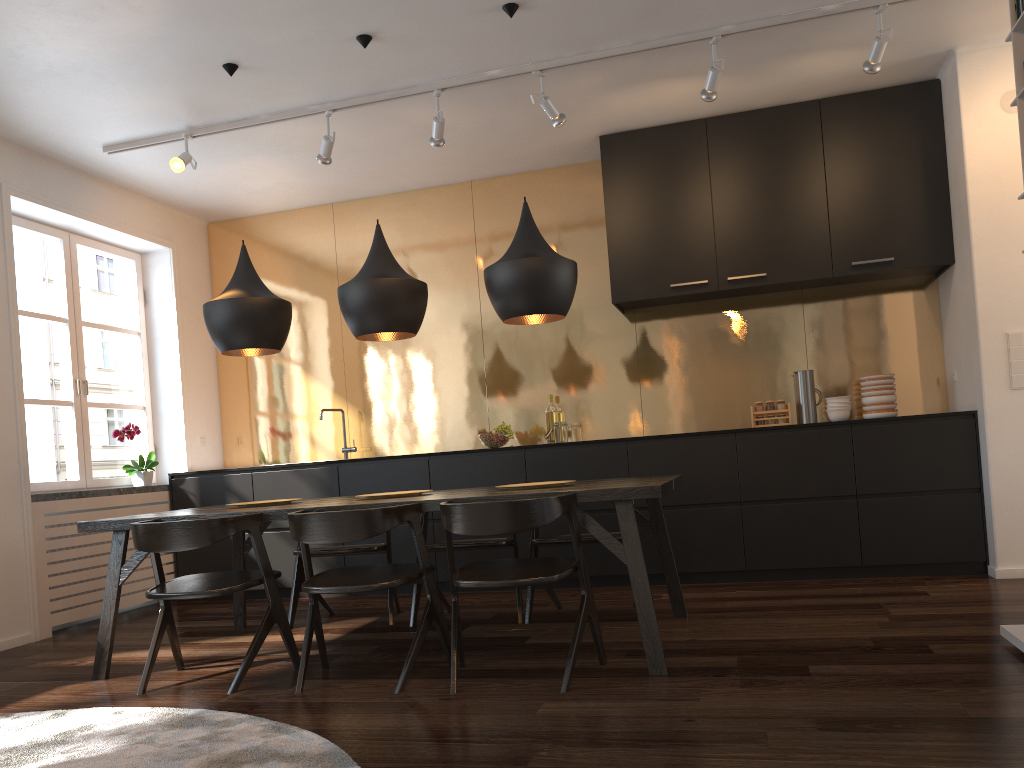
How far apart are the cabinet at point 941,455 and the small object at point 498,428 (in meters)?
0.22

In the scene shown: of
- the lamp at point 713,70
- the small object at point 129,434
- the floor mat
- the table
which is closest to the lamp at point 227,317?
the table

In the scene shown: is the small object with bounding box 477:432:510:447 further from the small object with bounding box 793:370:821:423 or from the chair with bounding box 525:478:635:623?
the small object with bounding box 793:370:821:423

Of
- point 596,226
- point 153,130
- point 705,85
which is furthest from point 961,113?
point 153,130

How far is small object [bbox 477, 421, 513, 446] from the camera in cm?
566

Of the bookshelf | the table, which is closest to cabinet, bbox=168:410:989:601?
the table

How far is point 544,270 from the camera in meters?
3.7 m

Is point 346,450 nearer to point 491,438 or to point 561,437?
point 491,438

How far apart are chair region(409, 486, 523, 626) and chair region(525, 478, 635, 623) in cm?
5

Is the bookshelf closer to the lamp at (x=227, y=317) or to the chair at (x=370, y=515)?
the chair at (x=370, y=515)
